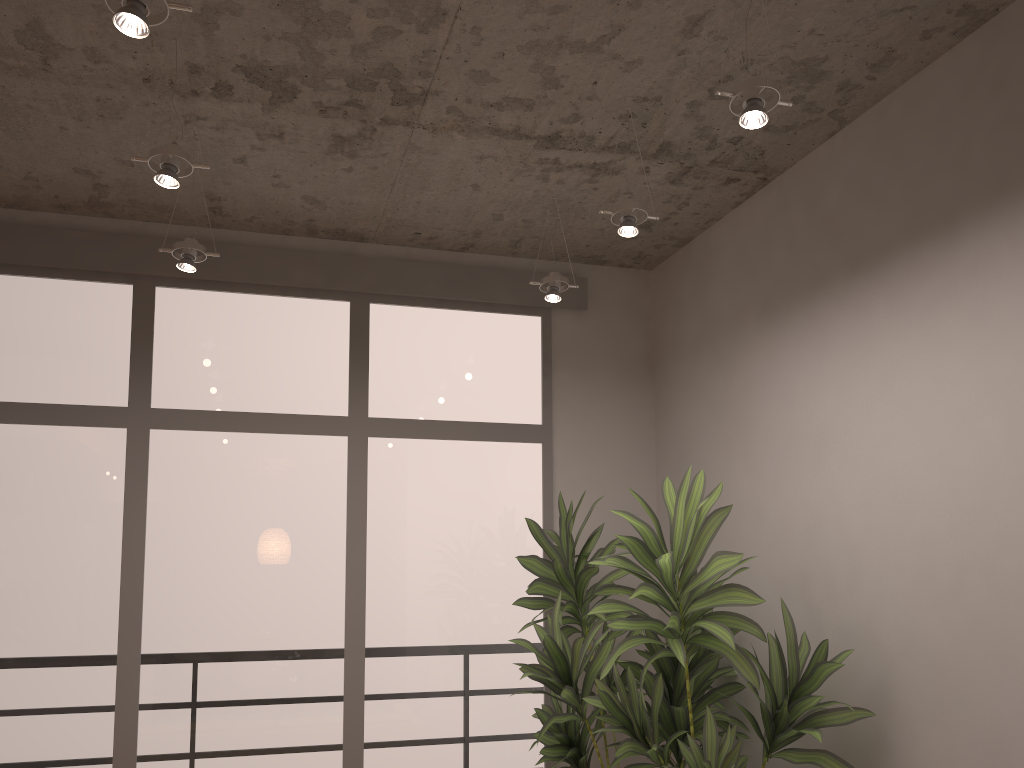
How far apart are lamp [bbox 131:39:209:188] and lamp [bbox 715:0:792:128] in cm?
162

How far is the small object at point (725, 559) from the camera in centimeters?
287cm

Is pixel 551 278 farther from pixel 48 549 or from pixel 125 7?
pixel 48 549

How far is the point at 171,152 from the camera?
2.72m

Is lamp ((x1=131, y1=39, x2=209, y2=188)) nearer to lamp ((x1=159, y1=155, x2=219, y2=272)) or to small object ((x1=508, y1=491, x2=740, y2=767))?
lamp ((x1=159, y1=155, x2=219, y2=272))

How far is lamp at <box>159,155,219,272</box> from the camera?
3.5 meters

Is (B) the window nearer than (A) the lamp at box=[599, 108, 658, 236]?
No

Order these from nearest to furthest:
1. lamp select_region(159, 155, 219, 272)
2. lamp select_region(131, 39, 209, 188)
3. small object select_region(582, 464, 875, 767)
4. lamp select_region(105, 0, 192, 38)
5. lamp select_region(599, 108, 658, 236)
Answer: lamp select_region(105, 0, 192, 38) → lamp select_region(131, 39, 209, 188) → small object select_region(582, 464, 875, 767) → lamp select_region(599, 108, 658, 236) → lamp select_region(159, 155, 219, 272)

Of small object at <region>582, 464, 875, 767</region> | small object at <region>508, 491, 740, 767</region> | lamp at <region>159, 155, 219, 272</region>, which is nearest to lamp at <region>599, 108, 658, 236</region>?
small object at <region>582, 464, 875, 767</region>

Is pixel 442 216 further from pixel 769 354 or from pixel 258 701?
pixel 258 701
